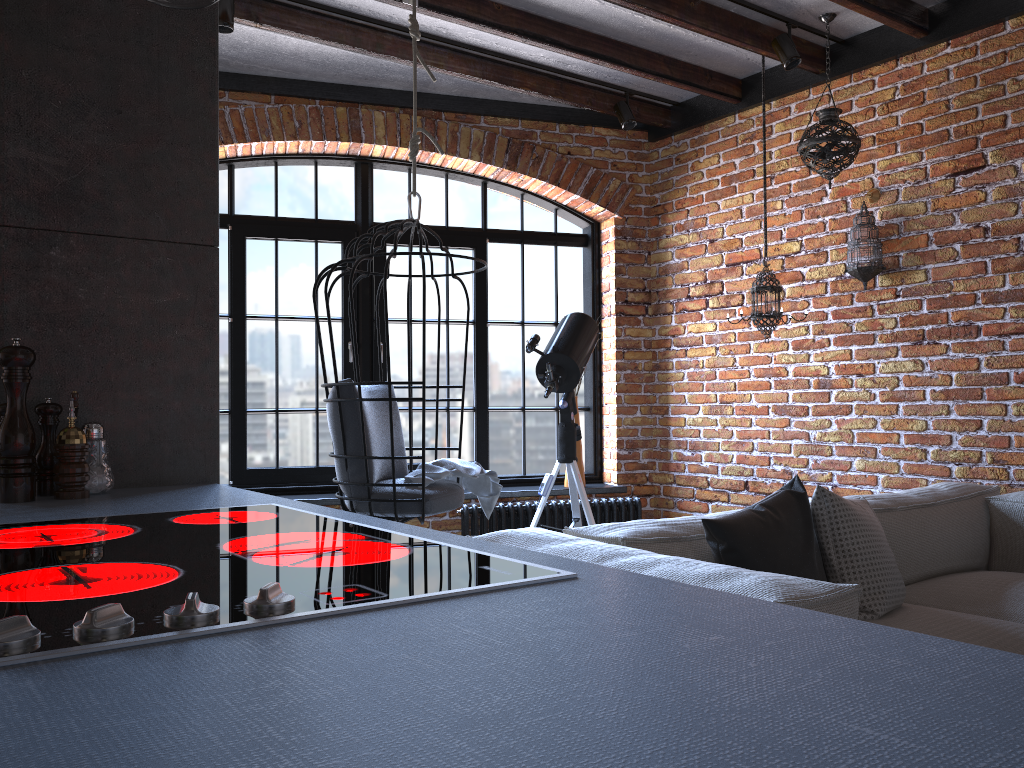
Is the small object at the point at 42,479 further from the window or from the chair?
the window

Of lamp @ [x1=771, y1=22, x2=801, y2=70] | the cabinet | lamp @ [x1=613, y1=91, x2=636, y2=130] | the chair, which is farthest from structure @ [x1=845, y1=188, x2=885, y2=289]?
the cabinet

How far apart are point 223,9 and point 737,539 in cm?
286

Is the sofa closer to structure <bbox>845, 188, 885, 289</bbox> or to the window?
structure <bbox>845, 188, 885, 289</bbox>

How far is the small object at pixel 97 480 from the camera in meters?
1.6

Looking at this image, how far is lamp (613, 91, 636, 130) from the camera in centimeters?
482cm

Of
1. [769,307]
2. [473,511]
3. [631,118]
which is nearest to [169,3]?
[769,307]

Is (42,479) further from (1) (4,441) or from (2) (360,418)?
(2) (360,418)

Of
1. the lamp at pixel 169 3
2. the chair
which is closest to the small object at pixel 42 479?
the lamp at pixel 169 3

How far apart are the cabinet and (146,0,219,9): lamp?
0.8 meters
